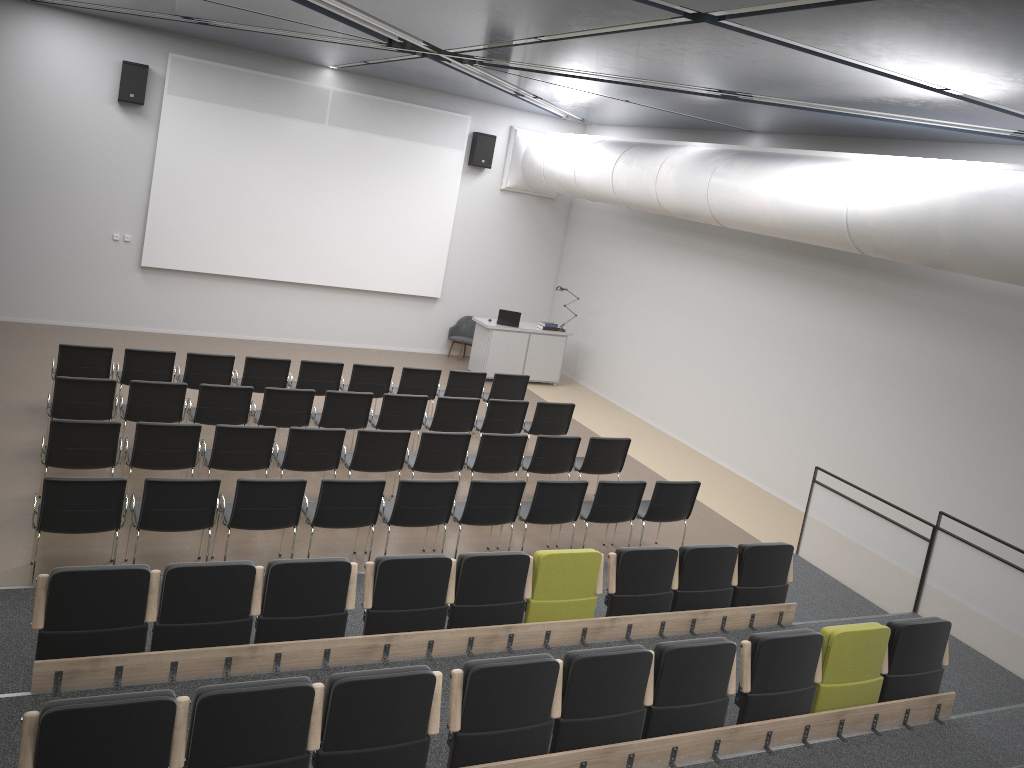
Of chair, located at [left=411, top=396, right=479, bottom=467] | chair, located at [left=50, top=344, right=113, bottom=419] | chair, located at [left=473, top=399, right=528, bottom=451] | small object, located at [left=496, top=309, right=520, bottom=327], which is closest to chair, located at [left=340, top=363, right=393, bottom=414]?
chair, located at [left=411, top=396, right=479, bottom=467]

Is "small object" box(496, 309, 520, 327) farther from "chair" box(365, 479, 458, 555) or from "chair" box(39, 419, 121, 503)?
"chair" box(39, 419, 121, 503)

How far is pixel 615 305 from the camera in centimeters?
1574cm

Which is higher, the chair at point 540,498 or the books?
the books

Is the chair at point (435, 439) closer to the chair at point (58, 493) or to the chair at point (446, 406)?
the chair at point (446, 406)

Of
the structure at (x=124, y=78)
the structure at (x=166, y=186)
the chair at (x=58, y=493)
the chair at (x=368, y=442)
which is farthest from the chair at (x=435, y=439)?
the structure at (x=124, y=78)

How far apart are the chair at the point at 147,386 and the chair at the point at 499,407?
3.5m

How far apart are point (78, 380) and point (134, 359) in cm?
145

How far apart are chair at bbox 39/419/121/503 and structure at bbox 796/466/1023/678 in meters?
7.0 m

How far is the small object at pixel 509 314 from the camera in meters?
15.4
